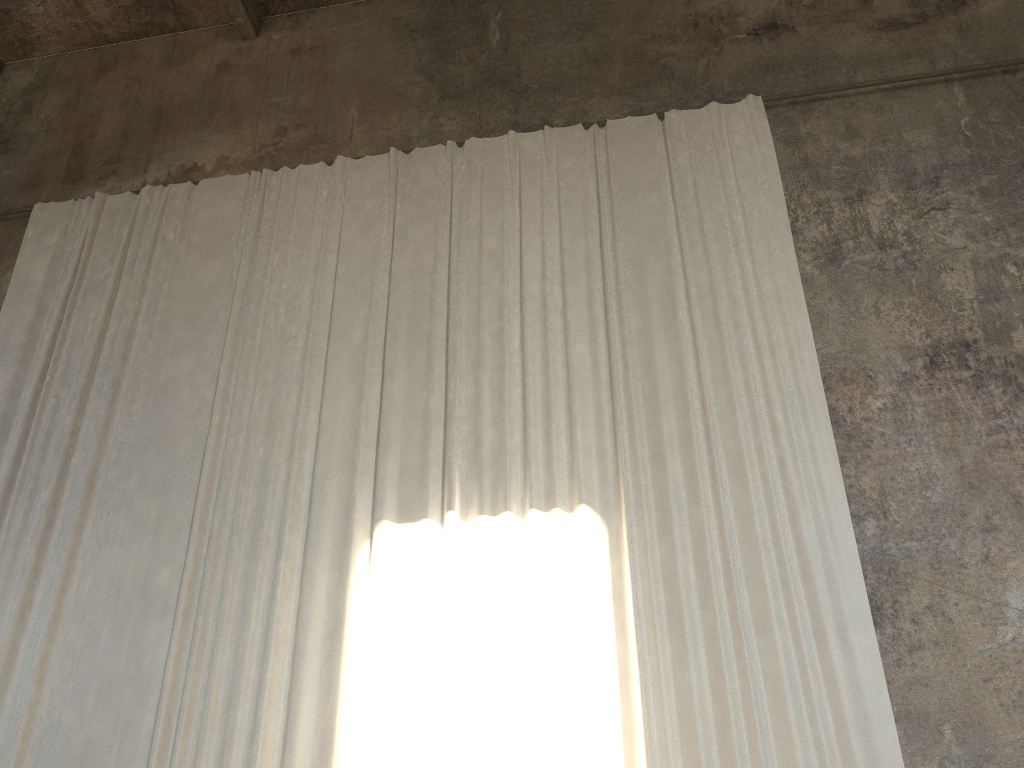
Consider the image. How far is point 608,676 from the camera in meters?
5.9

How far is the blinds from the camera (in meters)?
5.92

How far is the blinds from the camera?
5.92m
